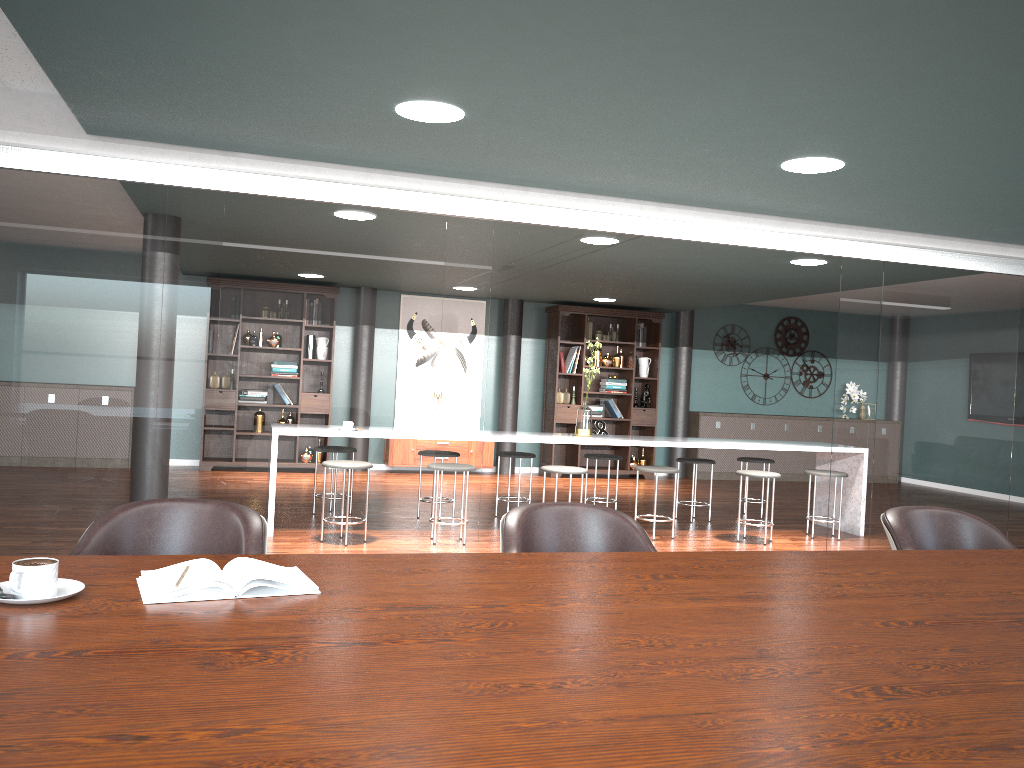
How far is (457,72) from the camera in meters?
2.7 m

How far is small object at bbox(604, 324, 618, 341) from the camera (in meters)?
10.50

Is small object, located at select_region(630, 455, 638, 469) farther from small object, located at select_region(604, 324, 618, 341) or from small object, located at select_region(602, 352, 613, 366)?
small object, located at select_region(604, 324, 618, 341)

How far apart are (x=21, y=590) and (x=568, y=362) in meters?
9.1 m

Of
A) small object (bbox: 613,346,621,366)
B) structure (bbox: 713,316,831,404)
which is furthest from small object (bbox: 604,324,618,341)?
structure (bbox: 713,316,831,404)

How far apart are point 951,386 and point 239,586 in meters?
4.8

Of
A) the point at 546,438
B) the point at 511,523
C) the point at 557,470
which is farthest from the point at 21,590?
the point at 546,438

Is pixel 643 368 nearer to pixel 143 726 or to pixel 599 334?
pixel 599 334

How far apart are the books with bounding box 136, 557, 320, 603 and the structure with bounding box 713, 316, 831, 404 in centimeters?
1022cm

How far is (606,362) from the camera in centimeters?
1039cm
